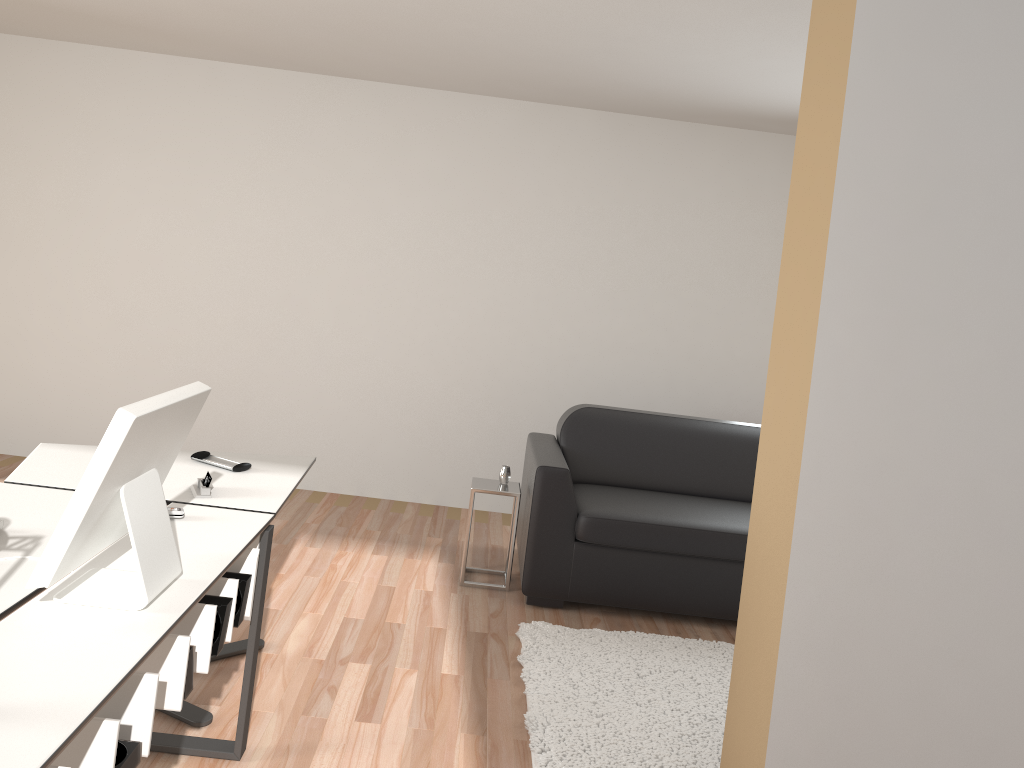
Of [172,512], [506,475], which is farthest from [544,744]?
[506,475]

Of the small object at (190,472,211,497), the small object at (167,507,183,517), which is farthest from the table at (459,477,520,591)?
the small object at (167,507,183,517)

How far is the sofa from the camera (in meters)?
4.09

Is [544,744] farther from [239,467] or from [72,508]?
[72,508]

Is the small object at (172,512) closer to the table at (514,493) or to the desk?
the desk

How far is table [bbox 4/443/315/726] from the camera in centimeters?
270cm

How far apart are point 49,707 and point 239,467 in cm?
165

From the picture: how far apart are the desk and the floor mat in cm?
90

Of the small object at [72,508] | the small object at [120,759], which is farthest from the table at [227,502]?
the small object at [120,759]

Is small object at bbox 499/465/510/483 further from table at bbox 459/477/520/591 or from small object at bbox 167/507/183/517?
small object at bbox 167/507/183/517
